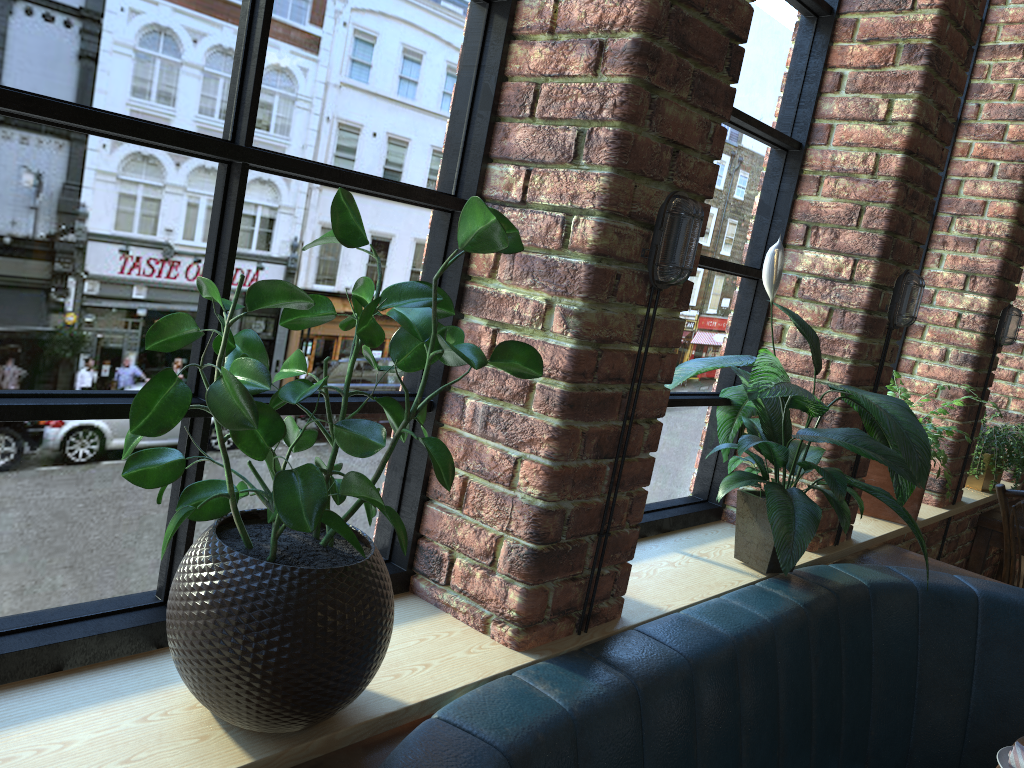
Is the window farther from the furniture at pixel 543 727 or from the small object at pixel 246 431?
the furniture at pixel 543 727

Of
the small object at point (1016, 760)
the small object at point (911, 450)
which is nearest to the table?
the small object at point (911, 450)

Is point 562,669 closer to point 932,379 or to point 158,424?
point 158,424

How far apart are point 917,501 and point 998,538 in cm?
121

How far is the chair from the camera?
3.51m

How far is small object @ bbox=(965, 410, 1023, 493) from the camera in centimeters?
365cm

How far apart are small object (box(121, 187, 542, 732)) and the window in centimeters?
3cm

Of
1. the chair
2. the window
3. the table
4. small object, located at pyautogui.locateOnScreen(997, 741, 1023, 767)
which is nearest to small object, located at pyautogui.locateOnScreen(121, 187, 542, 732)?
the window

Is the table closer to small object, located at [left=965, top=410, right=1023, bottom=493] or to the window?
small object, located at [left=965, top=410, right=1023, bottom=493]

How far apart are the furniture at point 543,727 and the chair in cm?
111
